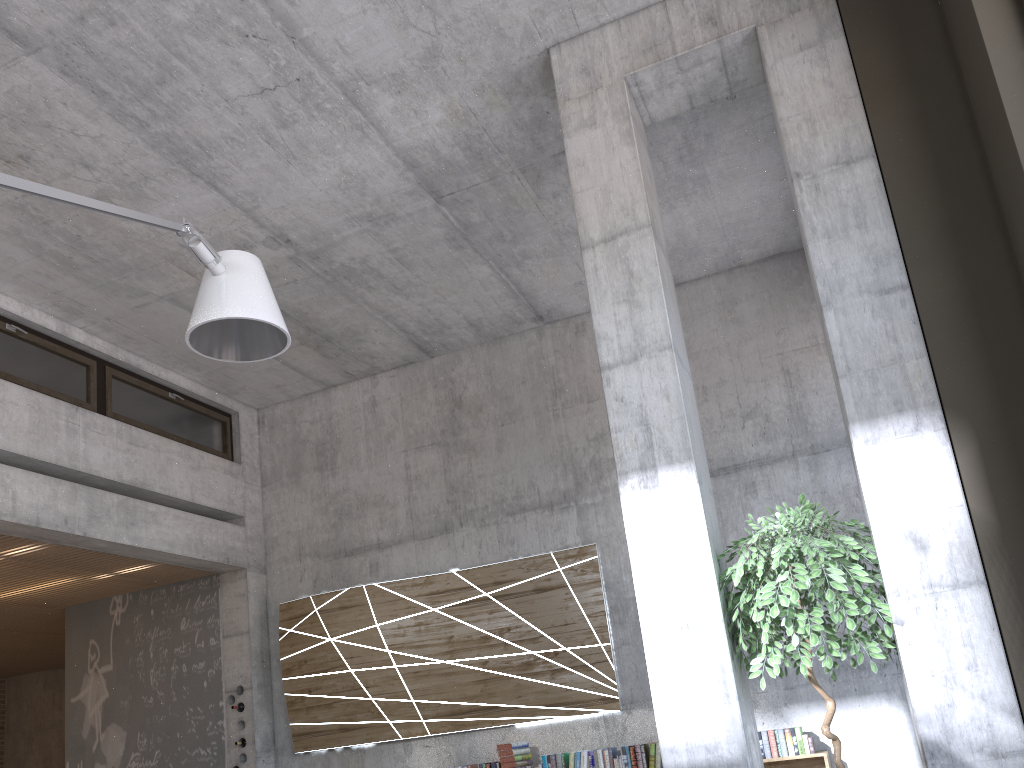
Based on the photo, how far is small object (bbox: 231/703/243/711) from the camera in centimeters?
850cm

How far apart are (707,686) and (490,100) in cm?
389

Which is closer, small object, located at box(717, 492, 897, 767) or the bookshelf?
small object, located at box(717, 492, 897, 767)

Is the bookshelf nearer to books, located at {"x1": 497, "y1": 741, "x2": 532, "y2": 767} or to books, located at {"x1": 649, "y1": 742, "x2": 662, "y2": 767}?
books, located at {"x1": 649, "y1": 742, "x2": 662, "y2": 767}

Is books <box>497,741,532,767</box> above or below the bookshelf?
above

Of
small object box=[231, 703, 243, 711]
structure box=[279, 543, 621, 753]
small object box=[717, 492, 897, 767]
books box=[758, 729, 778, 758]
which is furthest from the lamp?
small object box=[231, 703, 243, 711]

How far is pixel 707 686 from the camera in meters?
4.0 m

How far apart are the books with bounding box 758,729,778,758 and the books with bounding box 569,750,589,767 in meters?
1.4

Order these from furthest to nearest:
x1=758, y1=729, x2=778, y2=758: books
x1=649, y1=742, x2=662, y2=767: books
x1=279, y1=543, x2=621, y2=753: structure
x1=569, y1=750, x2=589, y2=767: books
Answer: x1=279, y1=543, x2=621, y2=753: structure < x1=569, y1=750, x2=589, y2=767: books < x1=649, y1=742, x2=662, y2=767: books < x1=758, y1=729, x2=778, y2=758: books

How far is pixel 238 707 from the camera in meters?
8.5
